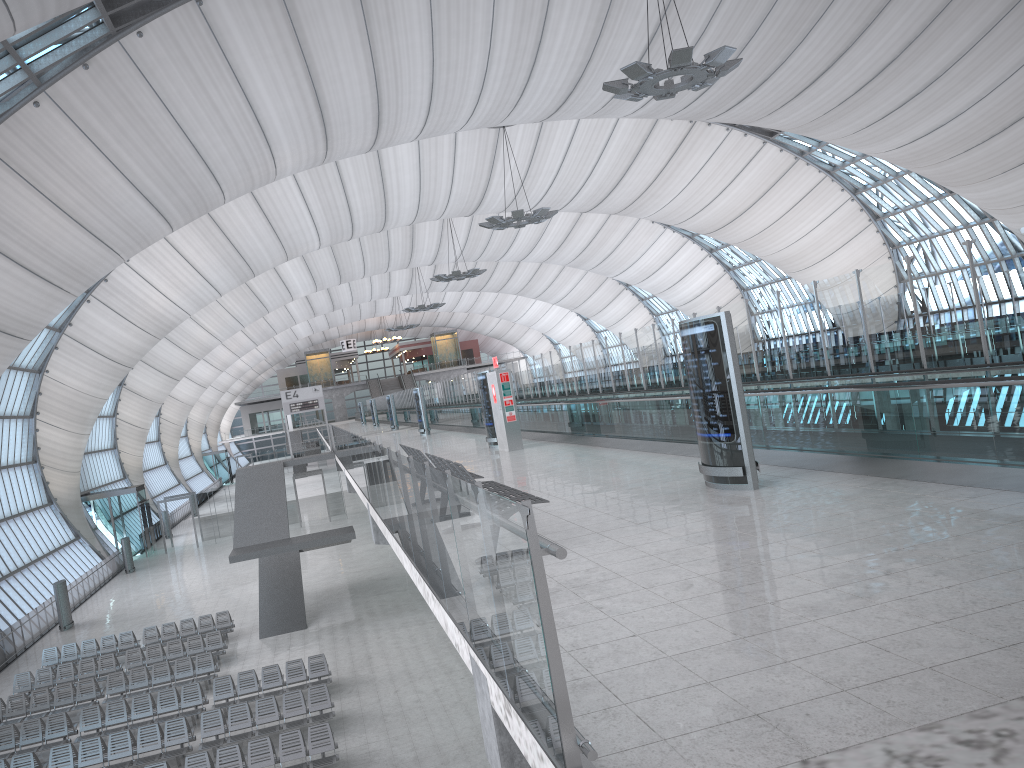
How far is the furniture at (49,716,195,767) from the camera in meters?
17.3

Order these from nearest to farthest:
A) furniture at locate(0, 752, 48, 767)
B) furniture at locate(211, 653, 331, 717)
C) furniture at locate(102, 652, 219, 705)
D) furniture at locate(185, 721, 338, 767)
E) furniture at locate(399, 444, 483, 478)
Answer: furniture at locate(399, 444, 483, 478) < furniture at locate(185, 721, 338, 767) < furniture at locate(0, 752, 48, 767) < furniture at locate(211, 653, 331, 717) < furniture at locate(102, 652, 219, 705)

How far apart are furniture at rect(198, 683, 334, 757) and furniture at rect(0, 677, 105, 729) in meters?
5.4 m

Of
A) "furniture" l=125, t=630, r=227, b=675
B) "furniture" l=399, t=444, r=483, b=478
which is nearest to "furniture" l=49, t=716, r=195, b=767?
"furniture" l=125, t=630, r=227, b=675

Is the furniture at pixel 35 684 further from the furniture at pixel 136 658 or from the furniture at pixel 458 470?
the furniture at pixel 458 470

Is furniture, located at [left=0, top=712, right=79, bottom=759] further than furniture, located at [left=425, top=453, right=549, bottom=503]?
Yes

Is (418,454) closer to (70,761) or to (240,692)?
(70,761)

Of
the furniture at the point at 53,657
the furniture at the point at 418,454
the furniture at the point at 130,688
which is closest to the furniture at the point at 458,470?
the furniture at the point at 418,454

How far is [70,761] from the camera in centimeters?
1734cm

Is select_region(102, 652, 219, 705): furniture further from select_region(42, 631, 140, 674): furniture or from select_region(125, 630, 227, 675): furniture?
select_region(42, 631, 140, 674): furniture
